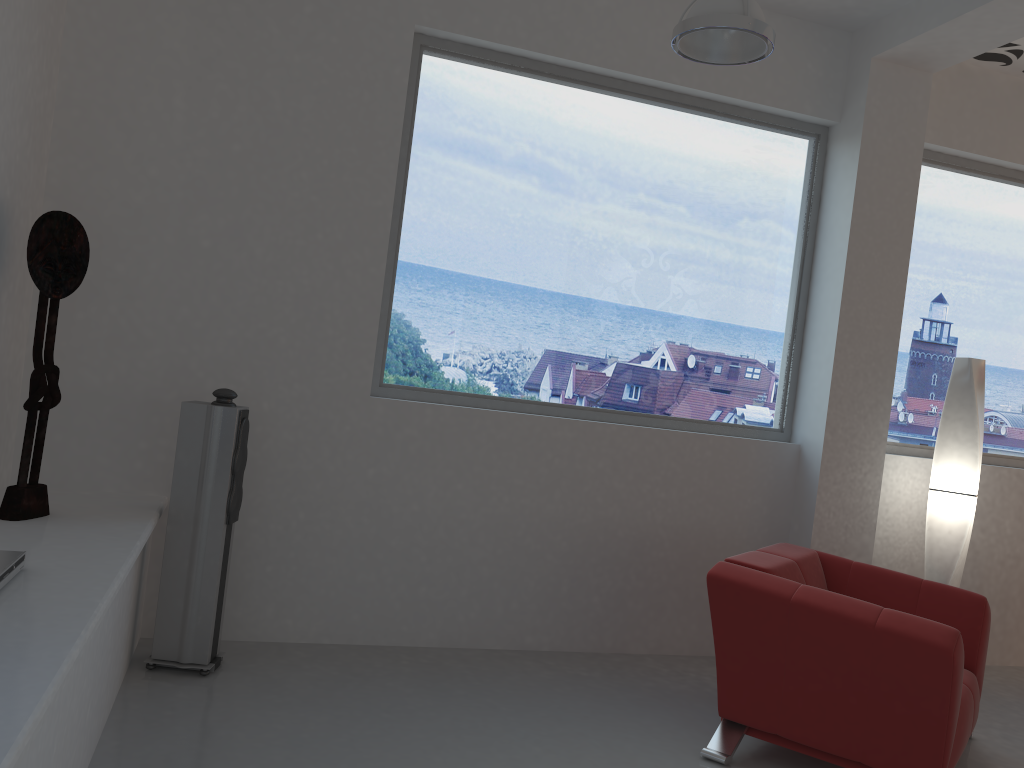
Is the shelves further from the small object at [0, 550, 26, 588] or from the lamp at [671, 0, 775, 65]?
the lamp at [671, 0, 775, 65]

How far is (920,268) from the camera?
5.3m

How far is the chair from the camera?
3.1 meters

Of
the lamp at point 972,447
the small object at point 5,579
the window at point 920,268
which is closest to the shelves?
the small object at point 5,579

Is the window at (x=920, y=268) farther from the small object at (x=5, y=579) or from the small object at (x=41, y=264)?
the small object at (x=5, y=579)

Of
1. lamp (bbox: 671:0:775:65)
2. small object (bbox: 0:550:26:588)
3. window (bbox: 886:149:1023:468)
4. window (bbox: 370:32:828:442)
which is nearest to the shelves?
small object (bbox: 0:550:26:588)

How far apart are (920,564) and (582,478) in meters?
2.2

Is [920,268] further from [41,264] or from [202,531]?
[41,264]

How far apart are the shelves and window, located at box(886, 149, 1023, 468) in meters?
4.0 m

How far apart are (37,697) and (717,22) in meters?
2.9 m
